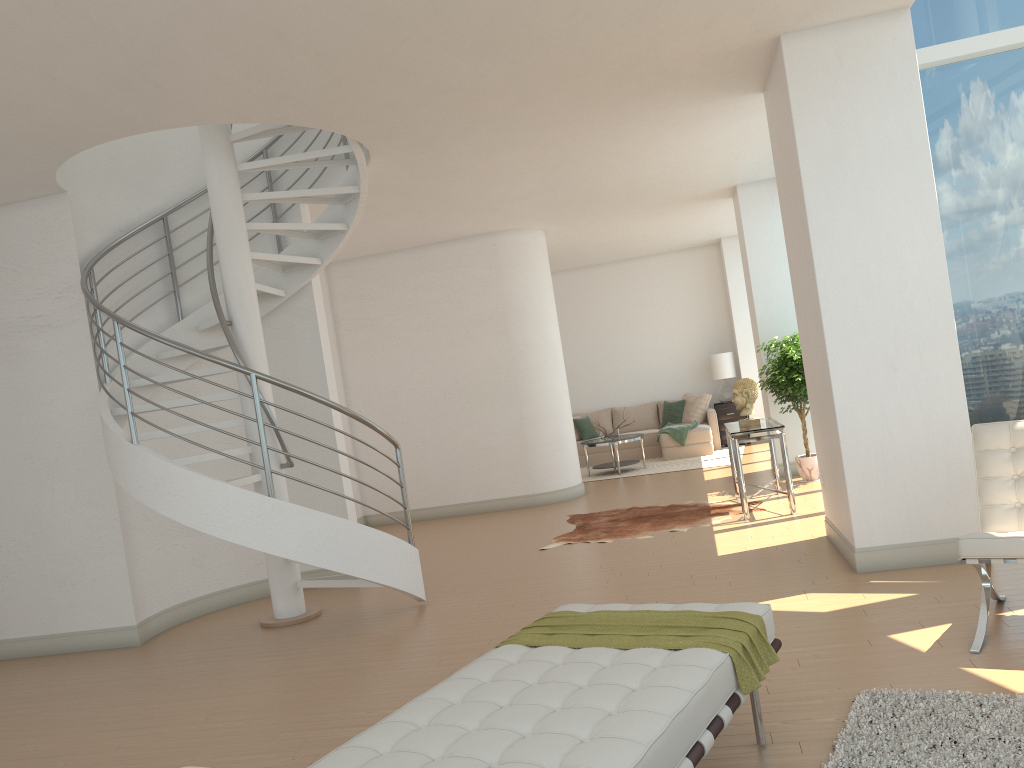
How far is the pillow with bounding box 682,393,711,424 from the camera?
14.32m

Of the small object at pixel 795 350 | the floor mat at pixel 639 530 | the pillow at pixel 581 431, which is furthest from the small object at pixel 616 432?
the floor mat at pixel 639 530

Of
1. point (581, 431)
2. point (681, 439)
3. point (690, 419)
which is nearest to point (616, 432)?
point (681, 439)

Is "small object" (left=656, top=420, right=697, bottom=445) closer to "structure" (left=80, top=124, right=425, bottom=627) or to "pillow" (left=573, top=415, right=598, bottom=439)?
"pillow" (left=573, top=415, right=598, bottom=439)

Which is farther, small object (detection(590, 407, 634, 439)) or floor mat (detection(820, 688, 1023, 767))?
small object (detection(590, 407, 634, 439))

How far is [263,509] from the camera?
5.62m

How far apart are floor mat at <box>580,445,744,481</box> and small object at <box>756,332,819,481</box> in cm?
269

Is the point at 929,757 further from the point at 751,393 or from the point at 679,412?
the point at 679,412

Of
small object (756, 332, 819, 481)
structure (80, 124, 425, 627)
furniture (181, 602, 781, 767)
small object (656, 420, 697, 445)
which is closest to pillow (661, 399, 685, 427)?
small object (656, 420, 697, 445)

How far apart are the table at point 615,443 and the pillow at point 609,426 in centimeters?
203cm
